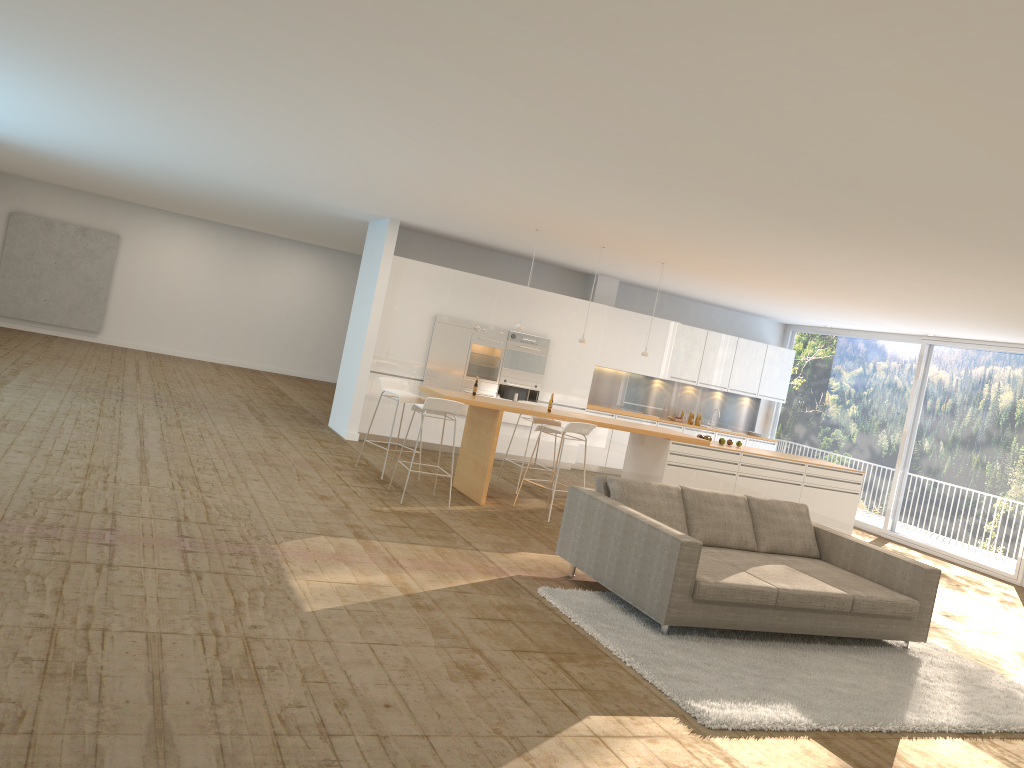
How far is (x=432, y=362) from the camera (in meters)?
12.24

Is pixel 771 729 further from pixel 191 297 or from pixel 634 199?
pixel 191 297

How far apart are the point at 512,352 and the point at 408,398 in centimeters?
346cm

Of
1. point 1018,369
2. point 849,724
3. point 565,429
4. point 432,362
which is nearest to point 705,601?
point 849,724

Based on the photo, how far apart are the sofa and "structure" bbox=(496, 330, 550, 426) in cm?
581

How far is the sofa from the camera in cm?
572

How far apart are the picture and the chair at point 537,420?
12.04m

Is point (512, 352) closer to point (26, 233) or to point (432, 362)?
point (432, 362)

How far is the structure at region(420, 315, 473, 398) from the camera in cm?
1224

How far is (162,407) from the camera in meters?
11.3 m
